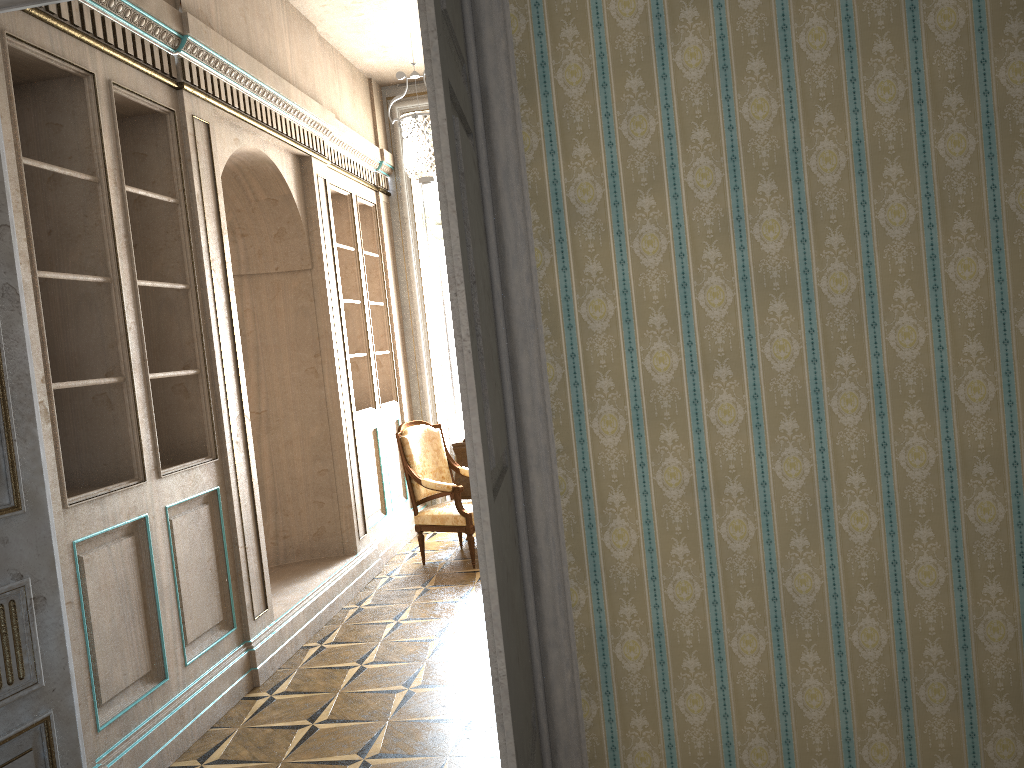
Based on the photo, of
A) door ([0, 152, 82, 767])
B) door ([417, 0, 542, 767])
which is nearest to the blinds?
door ([0, 152, 82, 767])

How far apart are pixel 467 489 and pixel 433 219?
2.5 meters

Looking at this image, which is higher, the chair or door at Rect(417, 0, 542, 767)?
door at Rect(417, 0, 542, 767)

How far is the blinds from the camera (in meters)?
7.82

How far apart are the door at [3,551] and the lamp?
1.96m

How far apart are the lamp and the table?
2.0 meters

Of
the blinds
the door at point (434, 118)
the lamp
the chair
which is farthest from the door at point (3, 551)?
the blinds

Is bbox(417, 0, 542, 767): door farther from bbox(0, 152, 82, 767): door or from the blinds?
the blinds

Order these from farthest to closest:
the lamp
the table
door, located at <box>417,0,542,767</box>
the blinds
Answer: the blinds → the table → the lamp → door, located at <box>417,0,542,767</box>

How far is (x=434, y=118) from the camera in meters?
1.7
